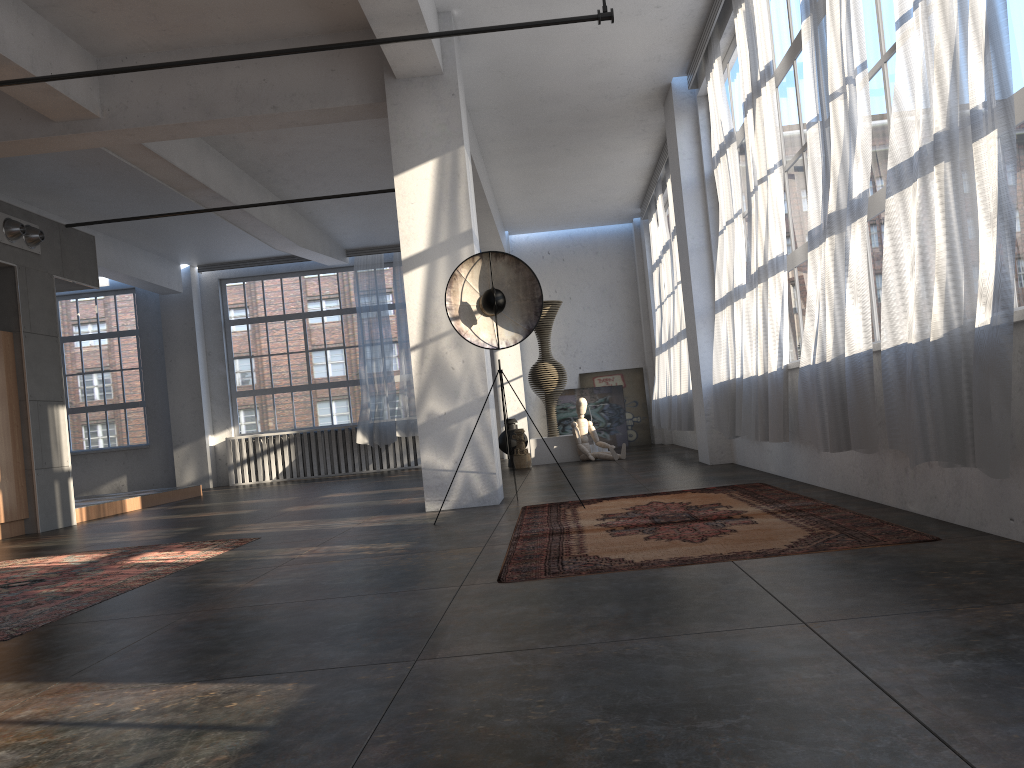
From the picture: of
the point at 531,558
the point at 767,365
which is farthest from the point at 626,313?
the point at 531,558

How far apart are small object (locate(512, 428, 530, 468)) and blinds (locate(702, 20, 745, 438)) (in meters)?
3.93

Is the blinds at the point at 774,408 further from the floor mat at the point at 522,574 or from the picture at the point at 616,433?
the picture at the point at 616,433

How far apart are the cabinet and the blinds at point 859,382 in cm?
760

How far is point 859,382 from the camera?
4.38m

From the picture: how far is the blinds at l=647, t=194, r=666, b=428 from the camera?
13.5m

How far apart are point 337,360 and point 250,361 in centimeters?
161cm

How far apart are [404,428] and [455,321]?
8.8m

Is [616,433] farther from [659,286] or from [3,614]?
[3,614]

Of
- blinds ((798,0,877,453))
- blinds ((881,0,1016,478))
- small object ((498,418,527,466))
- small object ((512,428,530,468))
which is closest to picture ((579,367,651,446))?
small object ((498,418,527,466))
